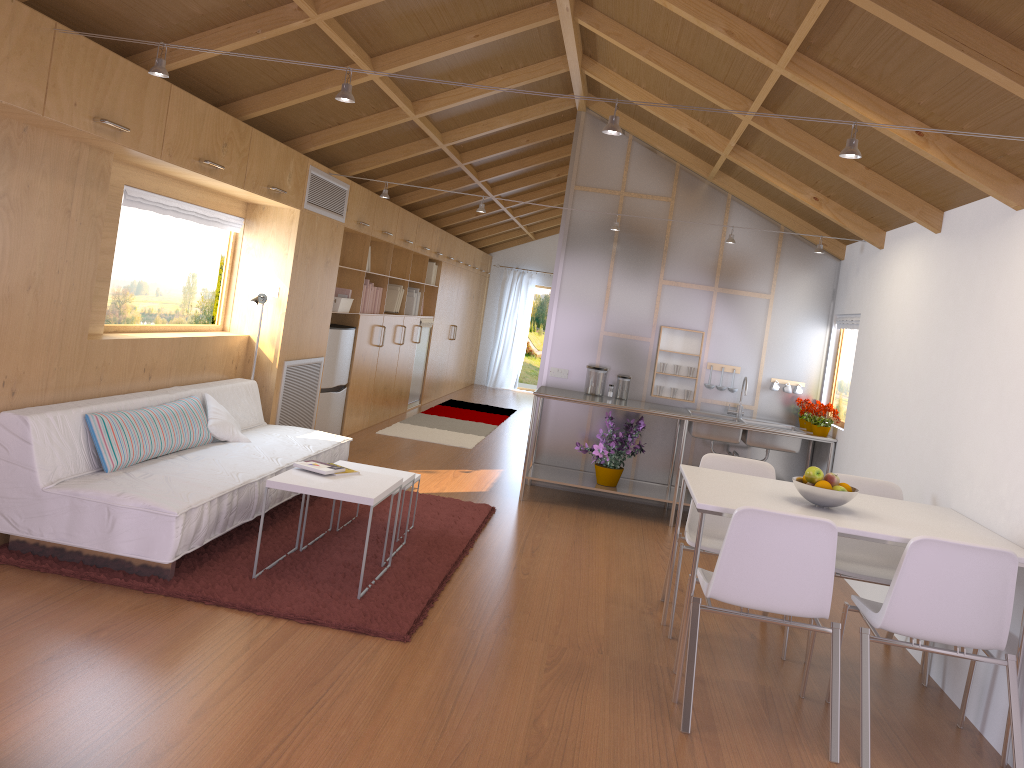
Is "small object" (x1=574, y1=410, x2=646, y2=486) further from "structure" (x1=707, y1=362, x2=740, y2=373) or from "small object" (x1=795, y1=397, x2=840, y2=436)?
"small object" (x1=795, y1=397, x2=840, y2=436)

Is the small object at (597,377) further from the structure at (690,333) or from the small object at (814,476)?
the small object at (814,476)

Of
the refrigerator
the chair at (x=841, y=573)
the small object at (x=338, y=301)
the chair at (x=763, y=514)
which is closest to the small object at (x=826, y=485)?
the chair at (x=763, y=514)

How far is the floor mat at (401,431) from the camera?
8.7m

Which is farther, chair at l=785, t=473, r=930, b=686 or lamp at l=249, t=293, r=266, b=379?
lamp at l=249, t=293, r=266, b=379

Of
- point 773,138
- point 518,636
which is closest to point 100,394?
point 518,636

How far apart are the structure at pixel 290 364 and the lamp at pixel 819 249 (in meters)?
1.36

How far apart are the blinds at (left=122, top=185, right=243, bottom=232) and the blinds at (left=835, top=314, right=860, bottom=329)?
4.2m

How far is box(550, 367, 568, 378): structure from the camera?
6.9 meters

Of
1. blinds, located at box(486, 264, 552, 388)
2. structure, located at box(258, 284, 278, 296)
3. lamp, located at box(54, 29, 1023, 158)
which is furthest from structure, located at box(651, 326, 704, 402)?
blinds, located at box(486, 264, 552, 388)
